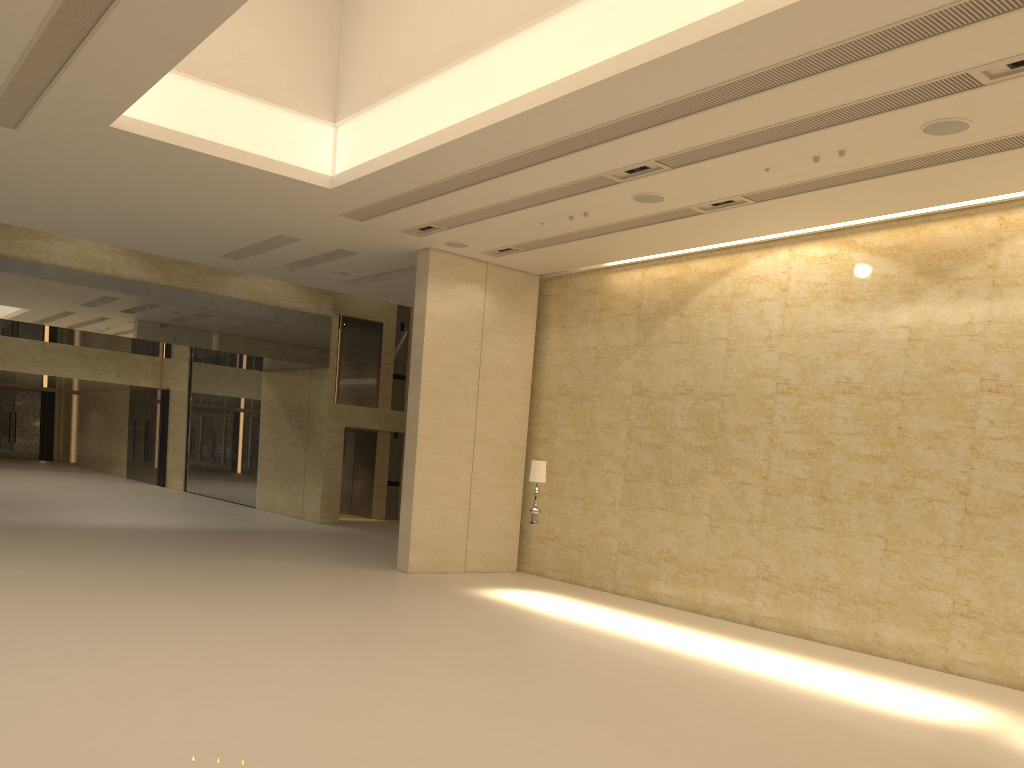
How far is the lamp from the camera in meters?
14.1

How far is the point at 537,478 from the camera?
14.1m

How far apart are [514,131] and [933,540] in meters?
7.7

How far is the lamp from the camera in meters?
14.1 m
